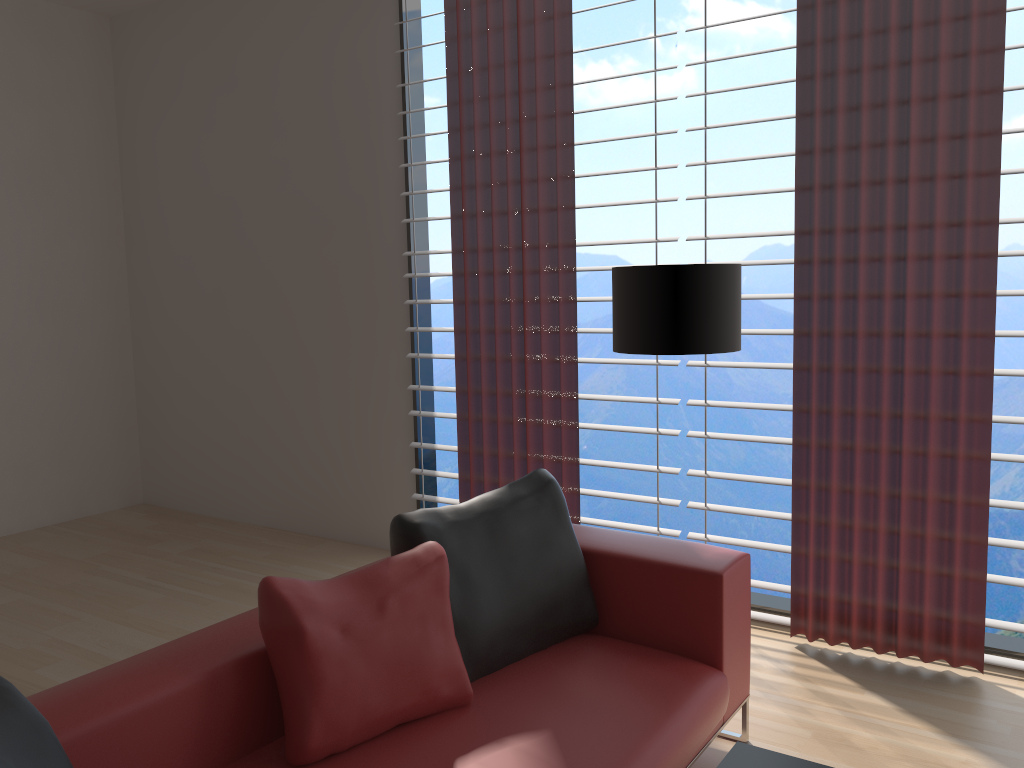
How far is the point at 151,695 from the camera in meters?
2.4 m

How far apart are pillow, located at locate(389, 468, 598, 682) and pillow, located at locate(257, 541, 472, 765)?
0.1 meters

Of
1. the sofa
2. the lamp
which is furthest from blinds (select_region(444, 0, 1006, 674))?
the sofa

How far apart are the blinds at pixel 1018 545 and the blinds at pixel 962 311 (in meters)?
0.08

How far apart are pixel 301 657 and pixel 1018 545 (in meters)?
3.27

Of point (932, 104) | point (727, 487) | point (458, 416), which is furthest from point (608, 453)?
point (932, 104)

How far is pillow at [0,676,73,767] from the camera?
1.9 meters

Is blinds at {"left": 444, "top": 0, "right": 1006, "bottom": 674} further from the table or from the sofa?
the table

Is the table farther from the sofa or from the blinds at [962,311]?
the blinds at [962,311]

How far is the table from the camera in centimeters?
234cm
